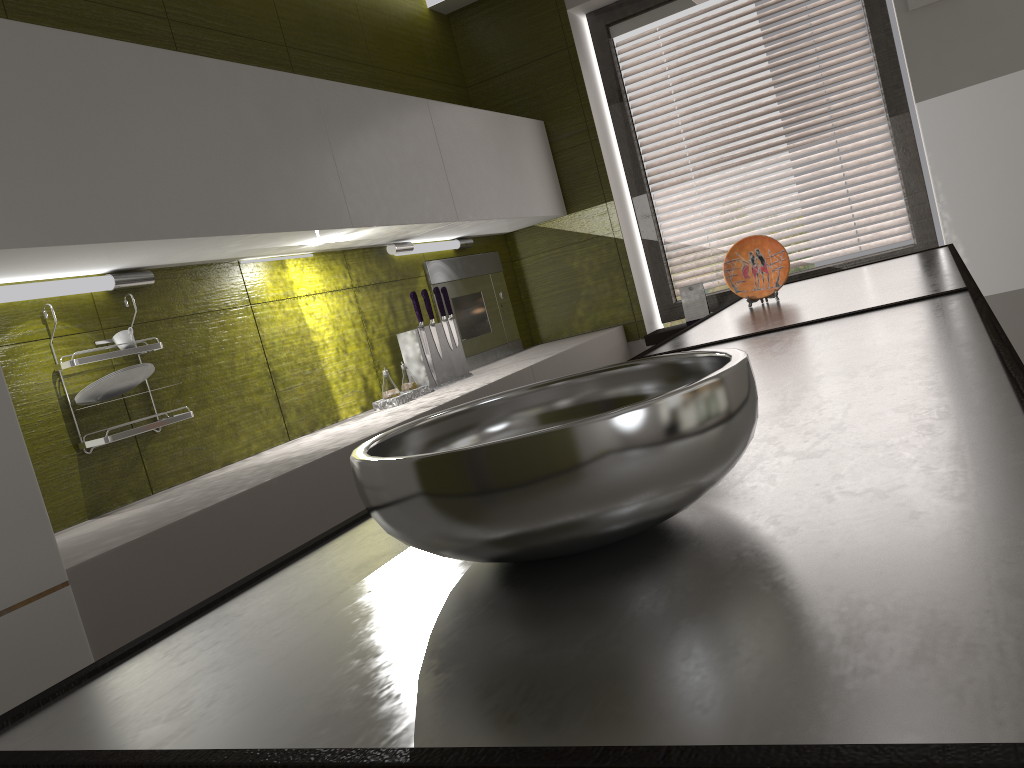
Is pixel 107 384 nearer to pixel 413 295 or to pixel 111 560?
pixel 111 560

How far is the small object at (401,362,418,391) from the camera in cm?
301

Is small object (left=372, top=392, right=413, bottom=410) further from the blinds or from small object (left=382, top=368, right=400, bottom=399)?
the blinds

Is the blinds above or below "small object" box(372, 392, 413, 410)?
above

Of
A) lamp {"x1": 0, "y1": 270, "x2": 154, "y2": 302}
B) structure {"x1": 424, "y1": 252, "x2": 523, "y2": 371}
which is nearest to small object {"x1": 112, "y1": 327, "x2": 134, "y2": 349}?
lamp {"x1": 0, "y1": 270, "x2": 154, "y2": 302}

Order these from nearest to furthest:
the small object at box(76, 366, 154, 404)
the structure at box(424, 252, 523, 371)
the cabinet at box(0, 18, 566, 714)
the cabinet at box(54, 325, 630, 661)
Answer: the cabinet at box(0, 18, 566, 714)
the cabinet at box(54, 325, 630, 661)
the small object at box(76, 366, 154, 404)
the structure at box(424, 252, 523, 371)

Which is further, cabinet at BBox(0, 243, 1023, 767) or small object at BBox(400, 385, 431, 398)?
small object at BBox(400, 385, 431, 398)

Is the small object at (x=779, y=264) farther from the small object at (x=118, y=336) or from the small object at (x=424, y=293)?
the small object at (x=118, y=336)

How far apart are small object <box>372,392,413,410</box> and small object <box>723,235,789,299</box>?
1.1 meters

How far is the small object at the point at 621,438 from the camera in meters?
0.5
